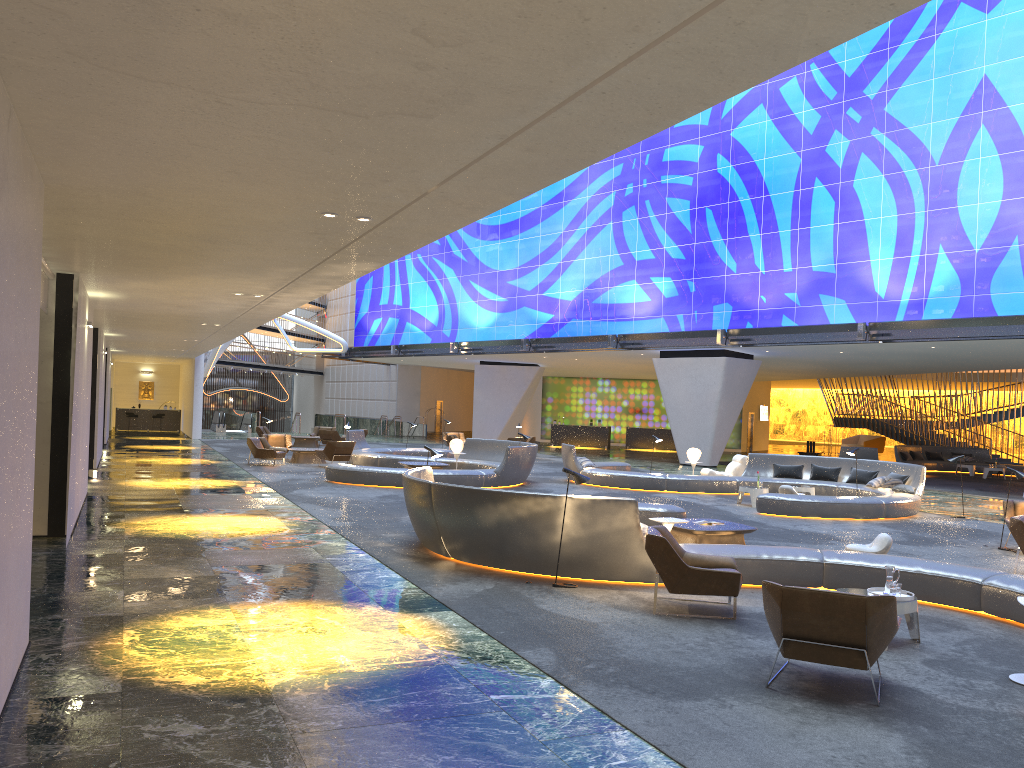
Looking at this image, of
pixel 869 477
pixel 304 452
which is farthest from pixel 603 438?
pixel 869 477

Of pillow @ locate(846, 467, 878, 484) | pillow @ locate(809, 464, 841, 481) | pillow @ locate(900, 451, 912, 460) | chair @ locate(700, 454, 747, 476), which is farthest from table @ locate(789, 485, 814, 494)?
pillow @ locate(900, 451, 912, 460)

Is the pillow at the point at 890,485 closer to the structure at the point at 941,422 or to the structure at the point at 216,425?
the structure at the point at 941,422

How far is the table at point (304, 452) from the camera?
26.0m

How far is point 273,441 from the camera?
27.6 meters

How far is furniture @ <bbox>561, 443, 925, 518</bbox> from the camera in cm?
1682

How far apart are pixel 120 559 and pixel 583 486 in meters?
13.4

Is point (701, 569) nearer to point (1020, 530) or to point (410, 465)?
point (1020, 530)

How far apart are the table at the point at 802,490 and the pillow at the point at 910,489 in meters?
1.7 m

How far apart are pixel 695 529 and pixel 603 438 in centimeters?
3313cm
